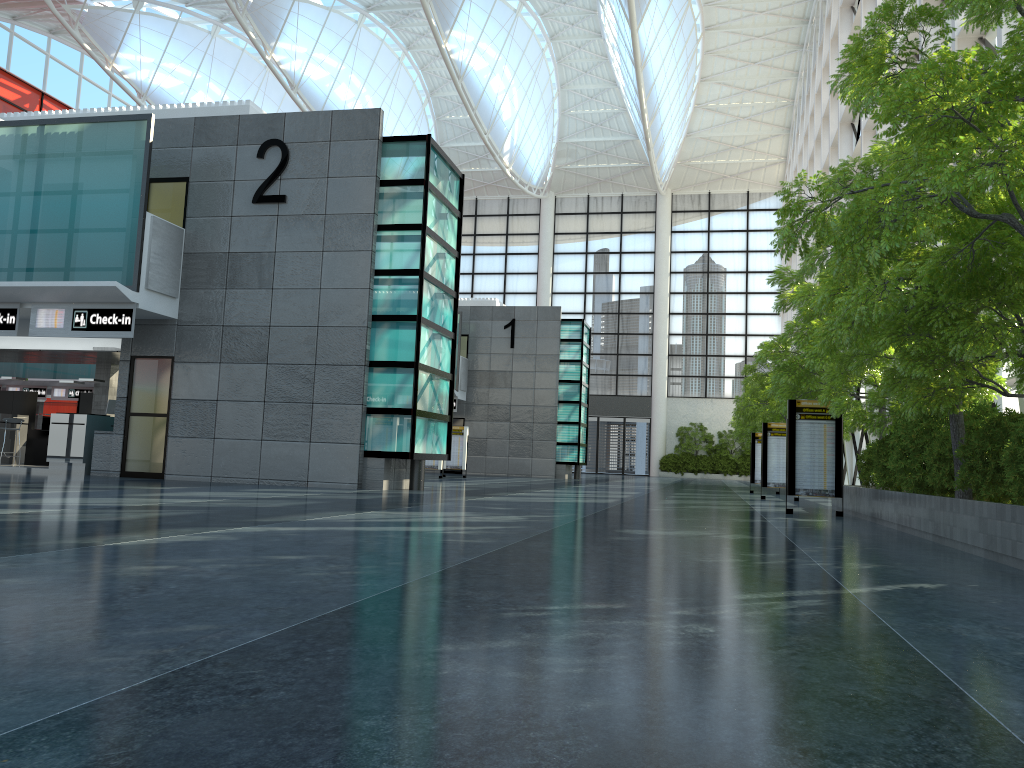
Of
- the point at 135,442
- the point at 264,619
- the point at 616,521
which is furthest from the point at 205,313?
the point at 264,619
